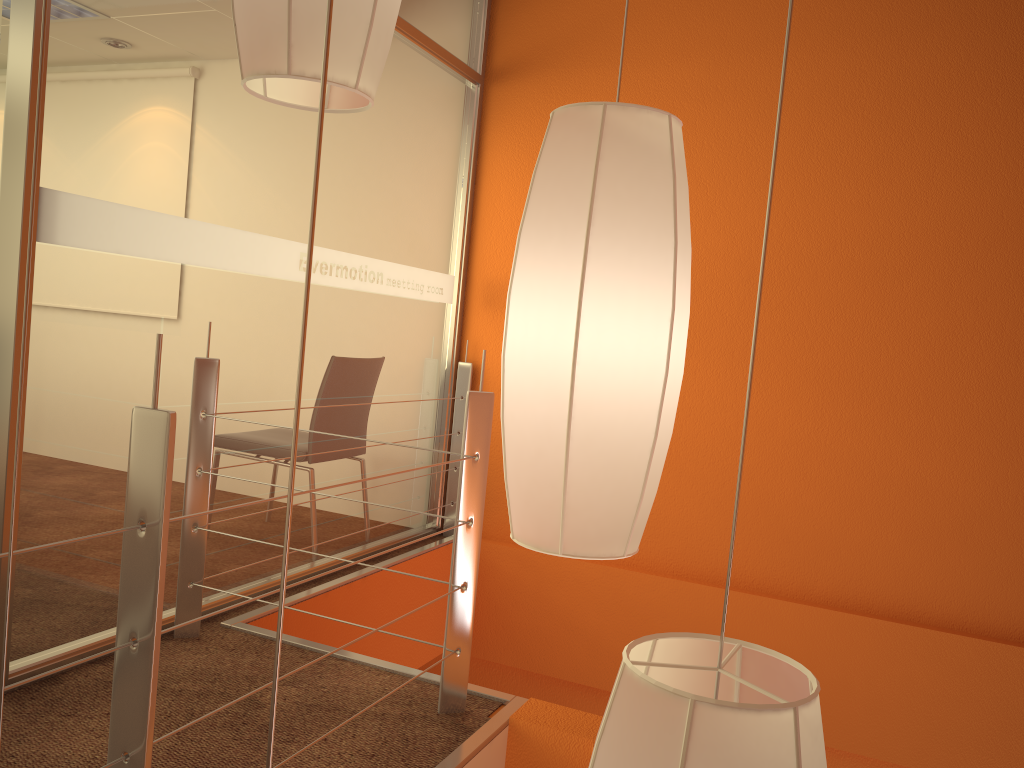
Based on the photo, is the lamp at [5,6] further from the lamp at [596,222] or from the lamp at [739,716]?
the lamp at [739,716]

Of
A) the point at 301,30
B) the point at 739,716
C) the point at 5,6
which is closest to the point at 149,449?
the point at 301,30

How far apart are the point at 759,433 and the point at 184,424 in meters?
2.1

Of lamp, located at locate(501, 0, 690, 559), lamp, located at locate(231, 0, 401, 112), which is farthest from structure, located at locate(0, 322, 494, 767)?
lamp, located at locate(501, 0, 690, 559)

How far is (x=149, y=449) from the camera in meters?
1.2

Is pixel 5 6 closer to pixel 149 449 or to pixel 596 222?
pixel 149 449

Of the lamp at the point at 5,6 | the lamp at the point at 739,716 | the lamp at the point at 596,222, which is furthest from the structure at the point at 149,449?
the lamp at the point at 5,6

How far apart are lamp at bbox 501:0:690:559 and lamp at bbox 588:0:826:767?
0.19m

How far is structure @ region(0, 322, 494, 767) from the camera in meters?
1.2 m

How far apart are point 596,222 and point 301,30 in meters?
0.3
